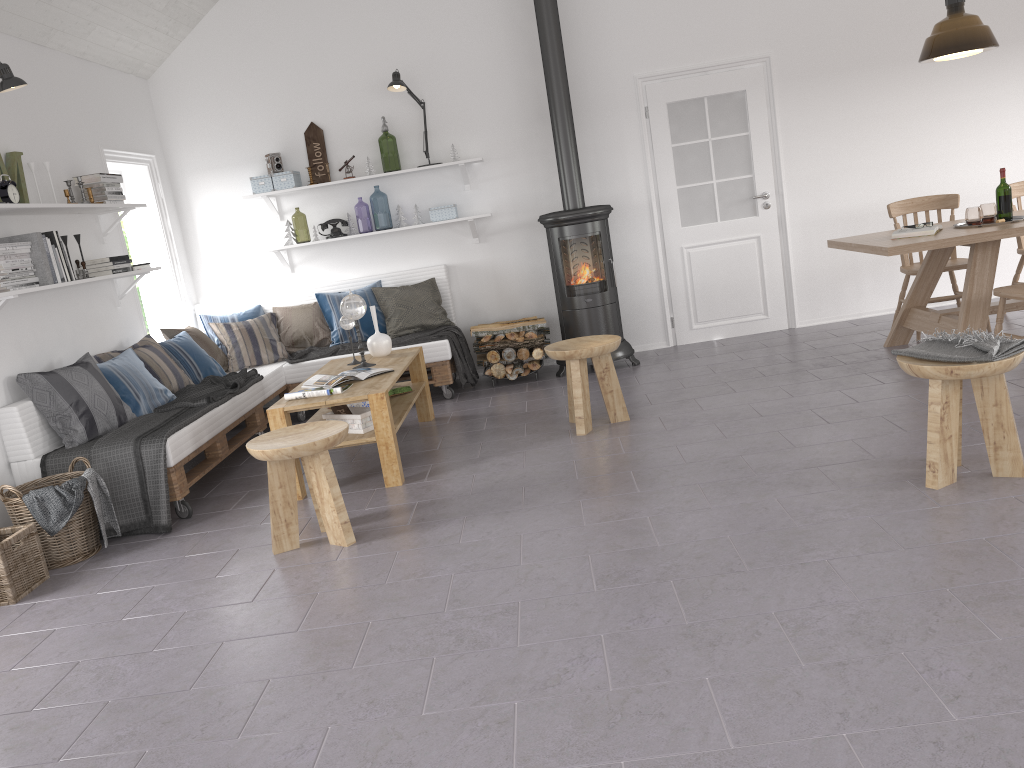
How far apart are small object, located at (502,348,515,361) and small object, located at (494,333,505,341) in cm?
11

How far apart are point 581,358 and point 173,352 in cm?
278

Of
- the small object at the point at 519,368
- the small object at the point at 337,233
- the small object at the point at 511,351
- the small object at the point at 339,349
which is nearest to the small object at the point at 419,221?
the small object at the point at 337,233

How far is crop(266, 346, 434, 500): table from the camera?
4.4 meters

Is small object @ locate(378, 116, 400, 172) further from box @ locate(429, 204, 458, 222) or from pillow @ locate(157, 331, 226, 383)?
pillow @ locate(157, 331, 226, 383)

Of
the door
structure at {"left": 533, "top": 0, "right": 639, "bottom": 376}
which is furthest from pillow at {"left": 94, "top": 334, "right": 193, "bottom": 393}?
the door

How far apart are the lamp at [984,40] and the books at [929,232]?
0.94m

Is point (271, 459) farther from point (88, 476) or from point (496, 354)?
point (496, 354)

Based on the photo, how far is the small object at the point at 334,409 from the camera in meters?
4.7 m

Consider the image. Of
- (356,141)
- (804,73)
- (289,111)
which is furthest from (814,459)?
(289,111)
